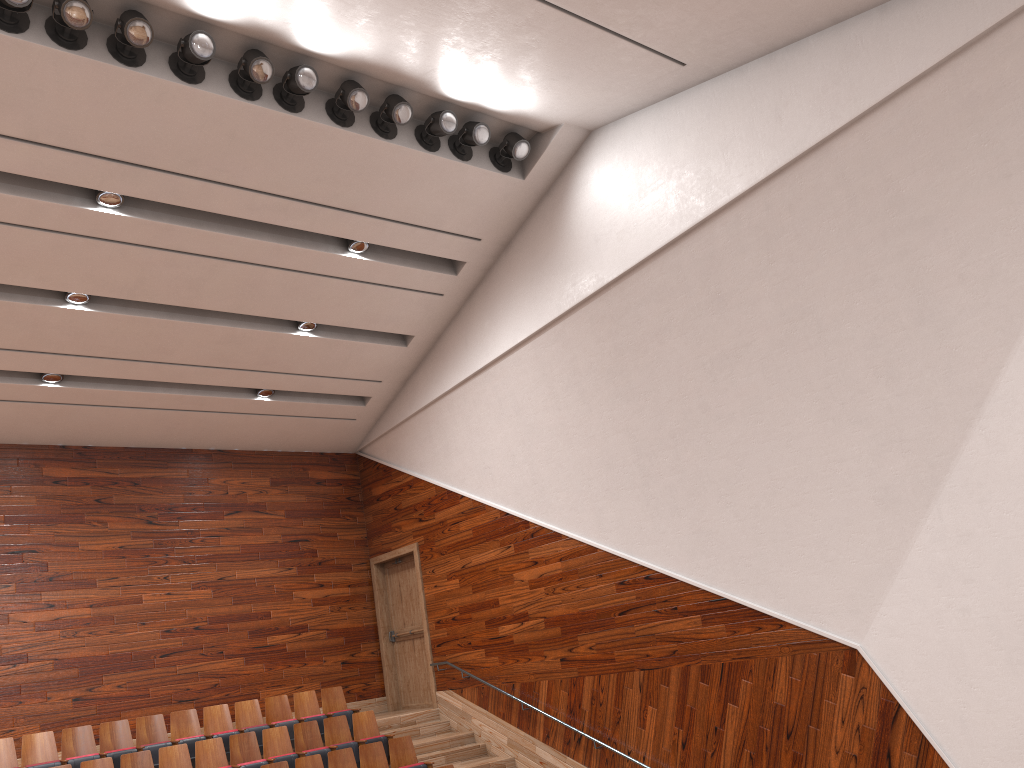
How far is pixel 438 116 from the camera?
0.9 meters

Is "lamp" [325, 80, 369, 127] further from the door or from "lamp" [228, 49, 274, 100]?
the door

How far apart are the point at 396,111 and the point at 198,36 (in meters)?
0.19

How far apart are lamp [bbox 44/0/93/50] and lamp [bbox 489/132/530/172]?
0.41m

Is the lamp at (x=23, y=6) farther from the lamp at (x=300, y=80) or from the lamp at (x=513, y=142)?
the lamp at (x=513, y=142)

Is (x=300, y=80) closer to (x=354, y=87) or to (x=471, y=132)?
(x=354, y=87)

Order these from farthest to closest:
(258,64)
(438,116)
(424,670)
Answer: (424,670) < (438,116) < (258,64)

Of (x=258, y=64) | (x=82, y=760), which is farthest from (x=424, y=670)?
(x=258, y=64)

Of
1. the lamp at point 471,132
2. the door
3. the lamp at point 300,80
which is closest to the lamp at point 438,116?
the lamp at point 471,132

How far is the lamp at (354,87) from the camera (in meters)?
0.83
